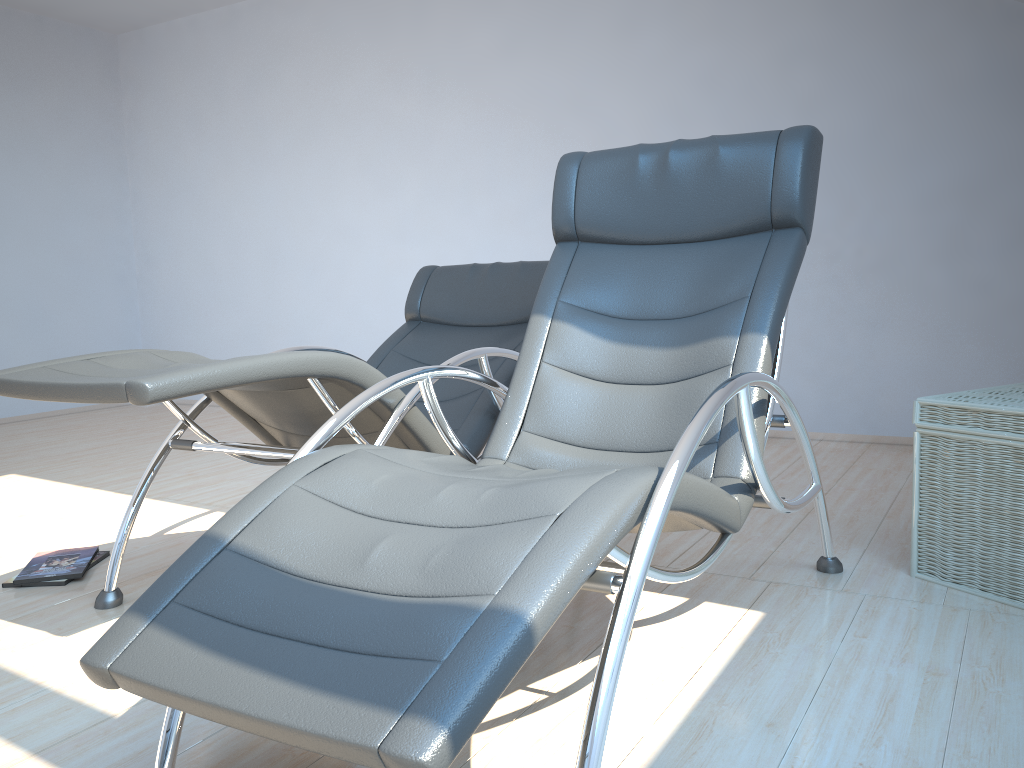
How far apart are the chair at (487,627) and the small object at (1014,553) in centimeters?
21cm

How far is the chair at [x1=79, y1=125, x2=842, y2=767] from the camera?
1.12m

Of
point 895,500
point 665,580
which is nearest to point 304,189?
point 895,500

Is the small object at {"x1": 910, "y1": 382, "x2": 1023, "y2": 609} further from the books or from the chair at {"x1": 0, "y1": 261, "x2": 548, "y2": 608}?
the books

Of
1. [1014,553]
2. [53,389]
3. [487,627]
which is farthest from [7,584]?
[1014,553]

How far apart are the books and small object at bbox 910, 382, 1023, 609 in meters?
2.5

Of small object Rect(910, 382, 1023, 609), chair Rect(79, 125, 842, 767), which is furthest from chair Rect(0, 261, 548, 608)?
small object Rect(910, 382, 1023, 609)

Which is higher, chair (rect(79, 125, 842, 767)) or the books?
chair (rect(79, 125, 842, 767))

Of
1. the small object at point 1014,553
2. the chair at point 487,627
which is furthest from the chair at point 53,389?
the small object at point 1014,553

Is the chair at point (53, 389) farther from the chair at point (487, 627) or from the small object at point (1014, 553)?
the small object at point (1014, 553)
